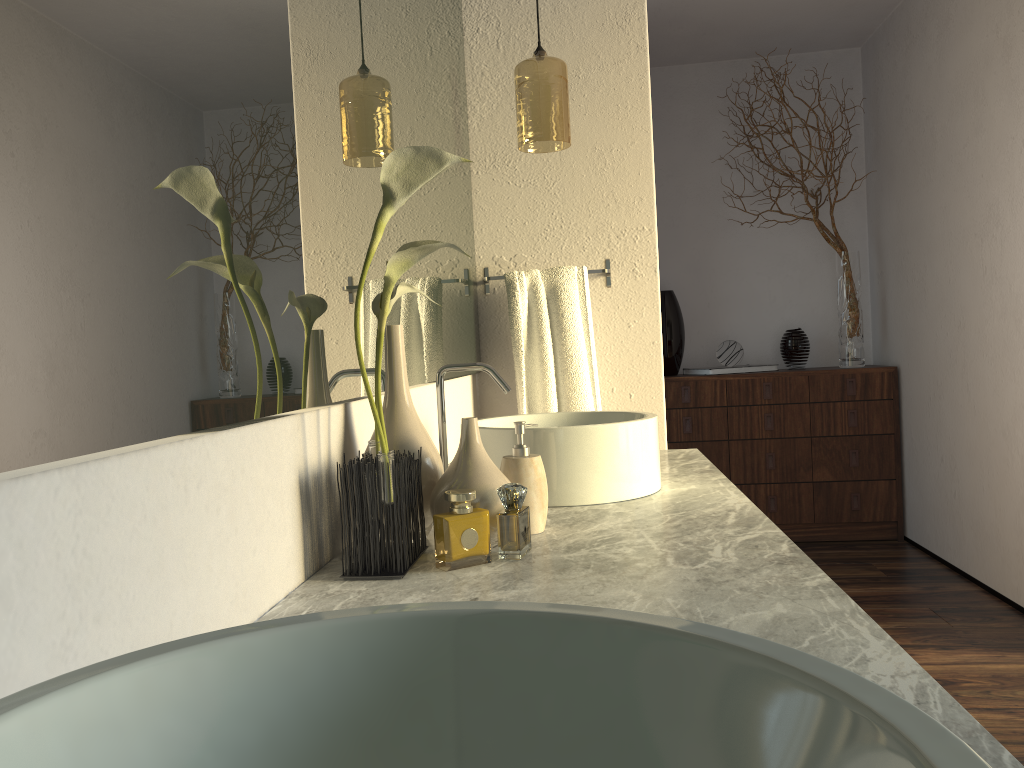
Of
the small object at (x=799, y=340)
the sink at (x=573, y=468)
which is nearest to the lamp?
the sink at (x=573, y=468)

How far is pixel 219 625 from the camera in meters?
0.8

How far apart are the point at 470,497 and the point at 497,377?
0.6m

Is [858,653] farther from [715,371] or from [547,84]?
[715,371]

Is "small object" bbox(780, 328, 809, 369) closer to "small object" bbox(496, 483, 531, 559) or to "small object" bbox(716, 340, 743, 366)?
"small object" bbox(716, 340, 743, 366)

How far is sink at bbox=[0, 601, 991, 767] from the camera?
0.33m

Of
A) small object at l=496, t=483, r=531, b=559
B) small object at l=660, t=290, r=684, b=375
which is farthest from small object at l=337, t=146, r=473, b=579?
small object at l=660, t=290, r=684, b=375

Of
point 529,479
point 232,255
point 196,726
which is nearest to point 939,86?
point 529,479

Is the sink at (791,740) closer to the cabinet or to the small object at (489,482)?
the small object at (489,482)

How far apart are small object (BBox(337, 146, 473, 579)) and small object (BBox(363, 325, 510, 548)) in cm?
3
